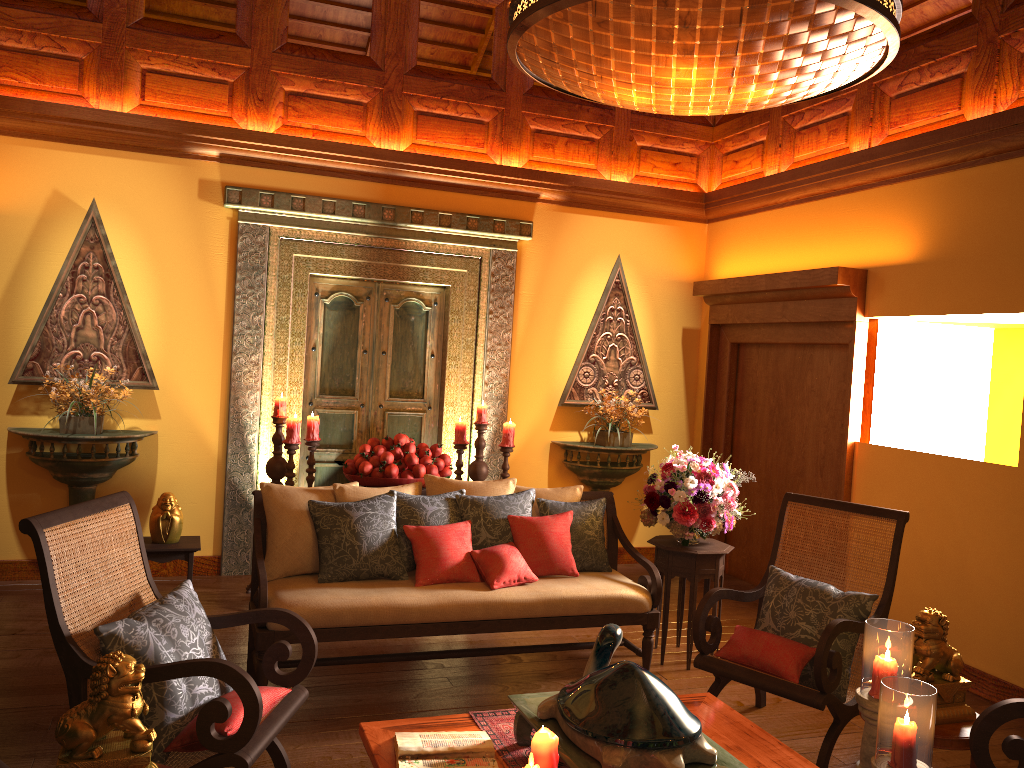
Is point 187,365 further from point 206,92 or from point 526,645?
point 526,645

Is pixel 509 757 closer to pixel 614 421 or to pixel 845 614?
pixel 845 614

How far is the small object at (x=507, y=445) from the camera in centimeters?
570cm

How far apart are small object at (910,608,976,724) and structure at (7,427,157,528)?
4.30m

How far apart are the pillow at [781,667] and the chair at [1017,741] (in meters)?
0.86

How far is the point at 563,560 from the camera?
4.2m

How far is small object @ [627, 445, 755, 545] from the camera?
4.44m

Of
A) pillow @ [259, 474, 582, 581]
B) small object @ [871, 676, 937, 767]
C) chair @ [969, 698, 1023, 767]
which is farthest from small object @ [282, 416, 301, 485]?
small object @ [871, 676, 937, 767]

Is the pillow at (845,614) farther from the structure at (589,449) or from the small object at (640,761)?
the structure at (589,449)

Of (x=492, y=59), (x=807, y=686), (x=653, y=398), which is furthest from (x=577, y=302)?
(x=807, y=686)
